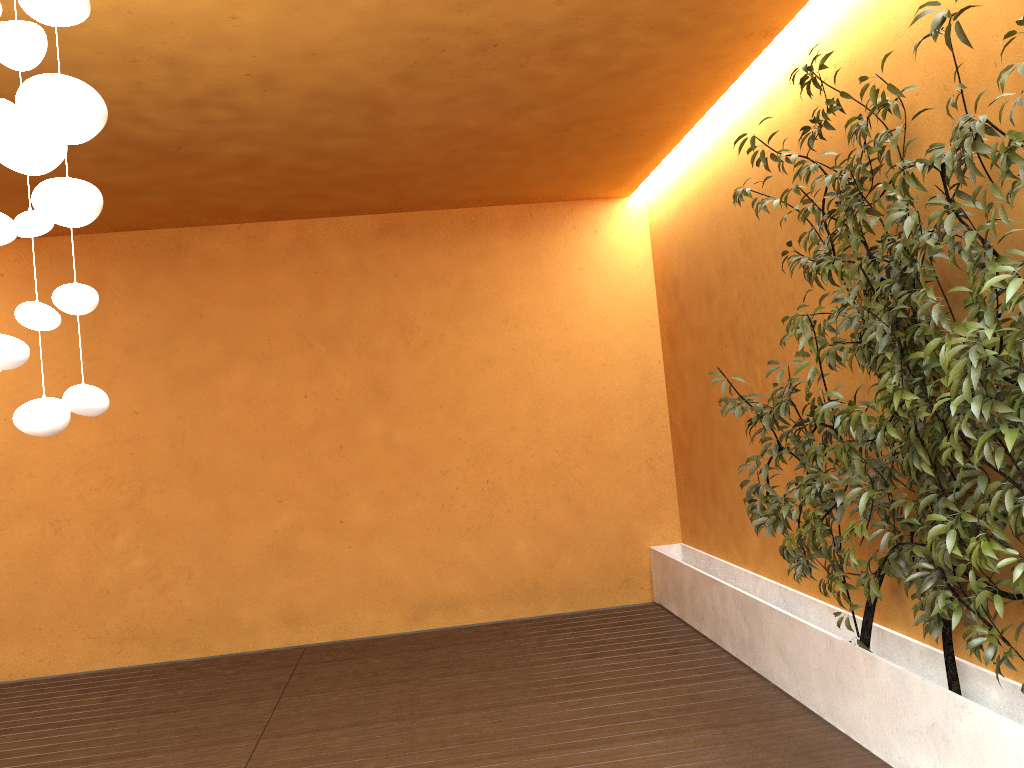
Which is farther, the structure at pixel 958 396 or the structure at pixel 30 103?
the structure at pixel 958 396

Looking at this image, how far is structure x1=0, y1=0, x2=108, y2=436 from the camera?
1.63m

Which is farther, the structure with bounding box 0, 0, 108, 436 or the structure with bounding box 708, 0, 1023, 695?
the structure with bounding box 708, 0, 1023, 695

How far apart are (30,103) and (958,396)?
2.2 meters

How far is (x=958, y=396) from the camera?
2.3m

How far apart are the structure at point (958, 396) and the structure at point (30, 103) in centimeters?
192cm

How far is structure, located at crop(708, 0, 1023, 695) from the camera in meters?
2.3

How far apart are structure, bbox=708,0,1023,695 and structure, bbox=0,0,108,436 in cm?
192

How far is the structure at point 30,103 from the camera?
1.63m
